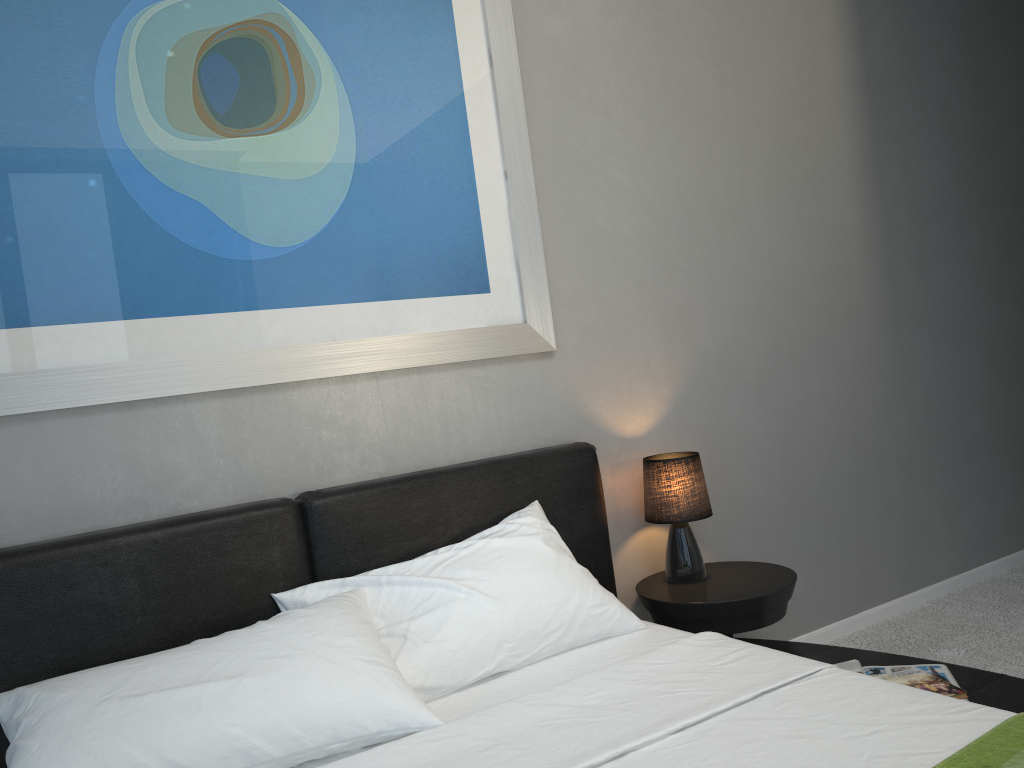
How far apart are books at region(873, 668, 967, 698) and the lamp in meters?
0.7 m

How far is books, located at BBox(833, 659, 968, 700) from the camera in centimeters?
218cm

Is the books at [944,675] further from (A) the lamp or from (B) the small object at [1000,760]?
(B) the small object at [1000,760]

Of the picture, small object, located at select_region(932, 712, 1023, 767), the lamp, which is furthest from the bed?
the picture

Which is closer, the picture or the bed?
the bed

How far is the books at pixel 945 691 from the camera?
2.1m

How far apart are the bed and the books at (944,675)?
0.0 meters

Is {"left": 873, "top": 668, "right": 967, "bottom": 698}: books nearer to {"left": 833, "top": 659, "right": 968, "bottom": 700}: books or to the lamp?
{"left": 833, "top": 659, "right": 968, "bottom": 700}: books

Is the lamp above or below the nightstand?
above

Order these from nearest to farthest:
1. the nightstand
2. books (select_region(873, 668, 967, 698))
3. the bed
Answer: the bed
books (select_region(873, 668, 967, 698))
the nightstand
